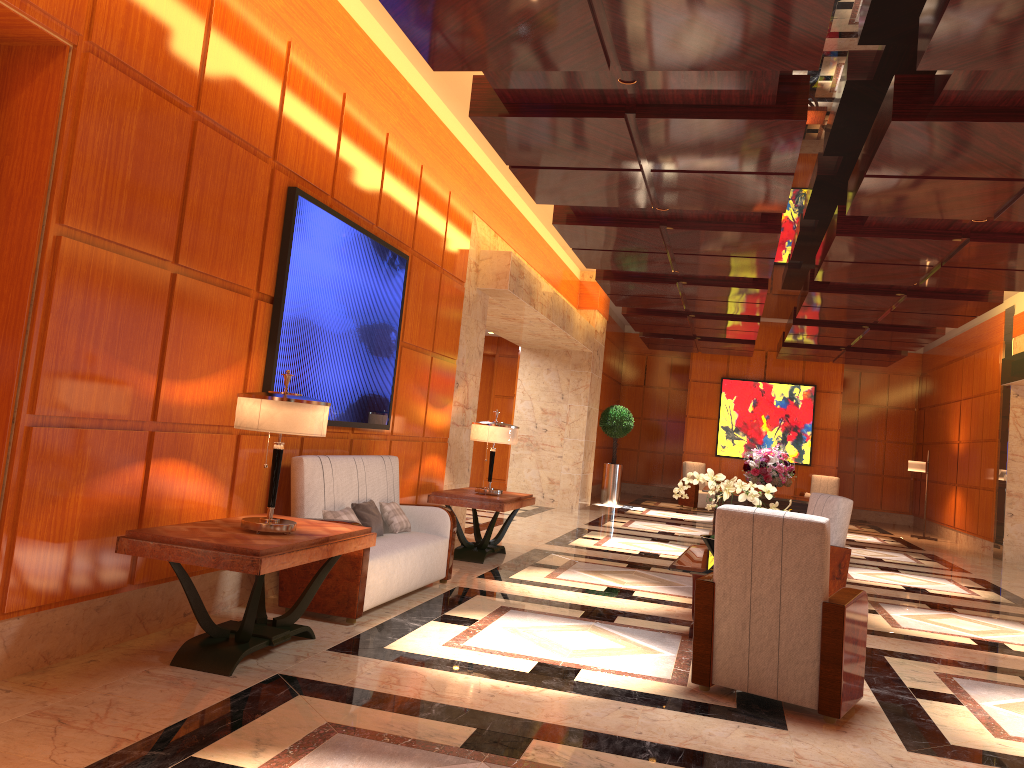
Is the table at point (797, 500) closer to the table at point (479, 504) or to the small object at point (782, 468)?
the small object at point (782, 468)

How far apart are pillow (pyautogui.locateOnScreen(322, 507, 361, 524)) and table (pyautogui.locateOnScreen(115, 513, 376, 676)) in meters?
0.6 m

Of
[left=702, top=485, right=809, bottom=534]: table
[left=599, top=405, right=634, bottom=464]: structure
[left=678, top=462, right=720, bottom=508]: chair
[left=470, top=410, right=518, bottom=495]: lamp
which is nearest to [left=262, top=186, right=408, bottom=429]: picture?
[left=470, top=410, right=518, bottom=495]: lamp

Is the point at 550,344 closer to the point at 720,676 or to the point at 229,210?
the point at 229,210

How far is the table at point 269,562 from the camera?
3.9 meters

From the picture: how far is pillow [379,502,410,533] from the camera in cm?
647

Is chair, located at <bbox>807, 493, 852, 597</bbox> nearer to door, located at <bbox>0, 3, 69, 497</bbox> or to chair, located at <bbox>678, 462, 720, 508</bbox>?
door, located at <bbox>0, 3, 69, 497</bbox>

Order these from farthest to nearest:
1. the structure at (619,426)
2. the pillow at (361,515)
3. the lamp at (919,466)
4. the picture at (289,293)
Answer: the structure at (619,426), the lamp at (919,466), the pillow at (361,515), the picture at (289,293)

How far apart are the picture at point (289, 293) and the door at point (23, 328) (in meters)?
1.84

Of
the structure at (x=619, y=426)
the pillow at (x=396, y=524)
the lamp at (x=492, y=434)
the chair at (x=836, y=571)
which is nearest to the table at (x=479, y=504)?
the lamp at (x=492, y=434)
